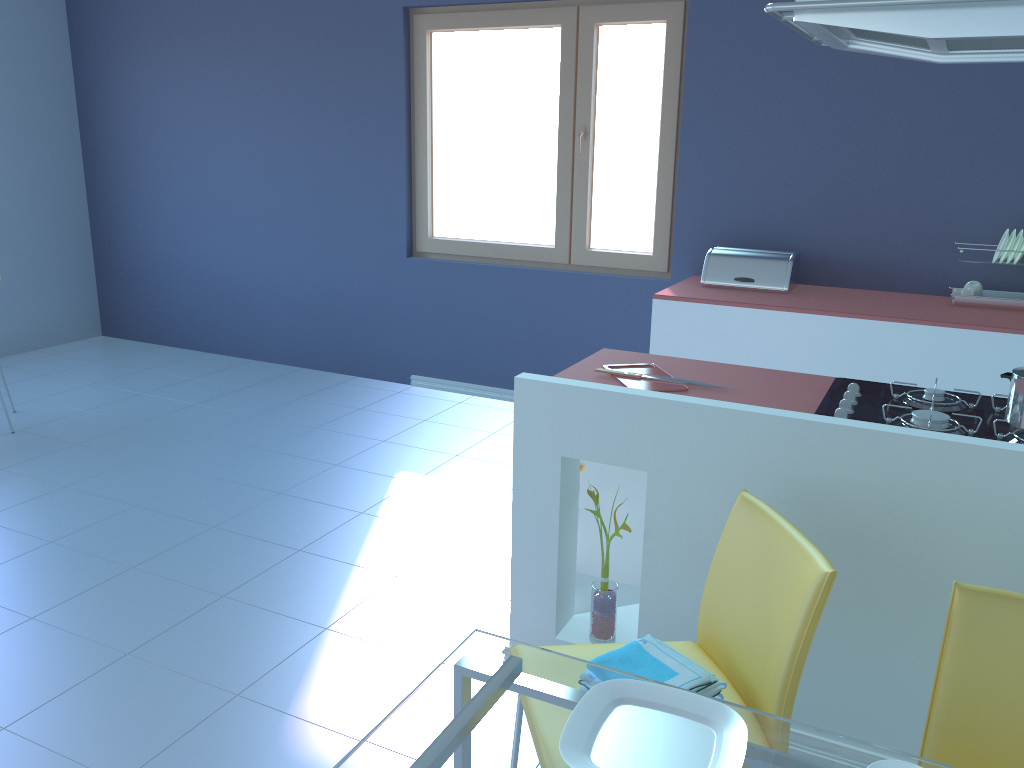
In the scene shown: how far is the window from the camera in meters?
4.0

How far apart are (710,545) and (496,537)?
1.23m

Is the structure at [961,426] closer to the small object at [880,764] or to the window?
the small object at [880,764]

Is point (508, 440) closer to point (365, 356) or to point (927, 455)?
point (365, 356)

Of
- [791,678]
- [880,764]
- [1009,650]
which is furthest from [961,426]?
[880,764]

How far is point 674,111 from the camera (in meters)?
4.02

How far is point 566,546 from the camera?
2.2m

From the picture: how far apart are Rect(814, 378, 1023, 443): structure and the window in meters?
2.0

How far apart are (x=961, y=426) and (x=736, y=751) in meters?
1.1

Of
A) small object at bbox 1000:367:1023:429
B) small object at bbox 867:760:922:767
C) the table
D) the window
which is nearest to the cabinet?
small object at bbox 1000:367:1023:429
